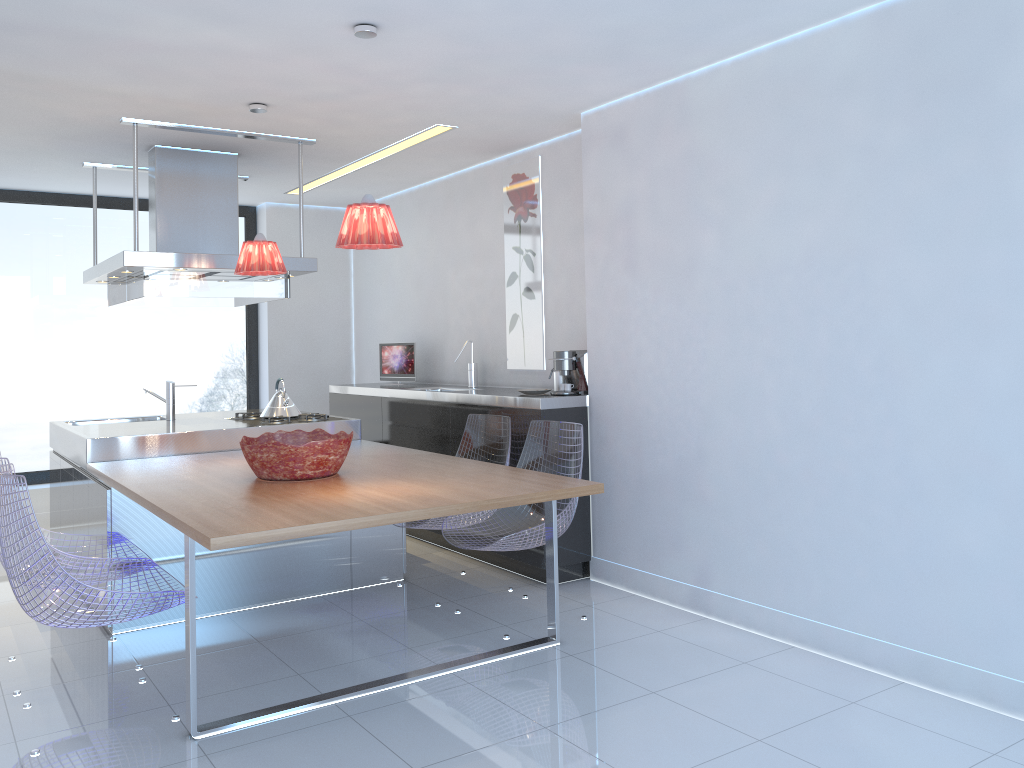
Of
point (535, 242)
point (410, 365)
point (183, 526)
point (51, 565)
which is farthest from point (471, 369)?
point (51, 565)

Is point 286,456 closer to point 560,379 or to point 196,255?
point 196,255

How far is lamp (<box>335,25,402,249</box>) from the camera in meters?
3.3

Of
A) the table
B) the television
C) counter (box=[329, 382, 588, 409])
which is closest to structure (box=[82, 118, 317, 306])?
the table

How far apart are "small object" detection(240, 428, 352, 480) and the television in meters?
2.5 m

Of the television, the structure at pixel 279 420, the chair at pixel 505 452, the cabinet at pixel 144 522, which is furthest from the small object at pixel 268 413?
the television

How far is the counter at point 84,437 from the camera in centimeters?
455cm

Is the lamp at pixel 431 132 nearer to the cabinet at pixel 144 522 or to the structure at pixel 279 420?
the structure at pixel 279 420

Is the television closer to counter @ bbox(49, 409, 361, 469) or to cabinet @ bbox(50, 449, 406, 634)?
counter @ bbox(49, 409, 361, 469)

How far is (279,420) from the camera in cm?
517
